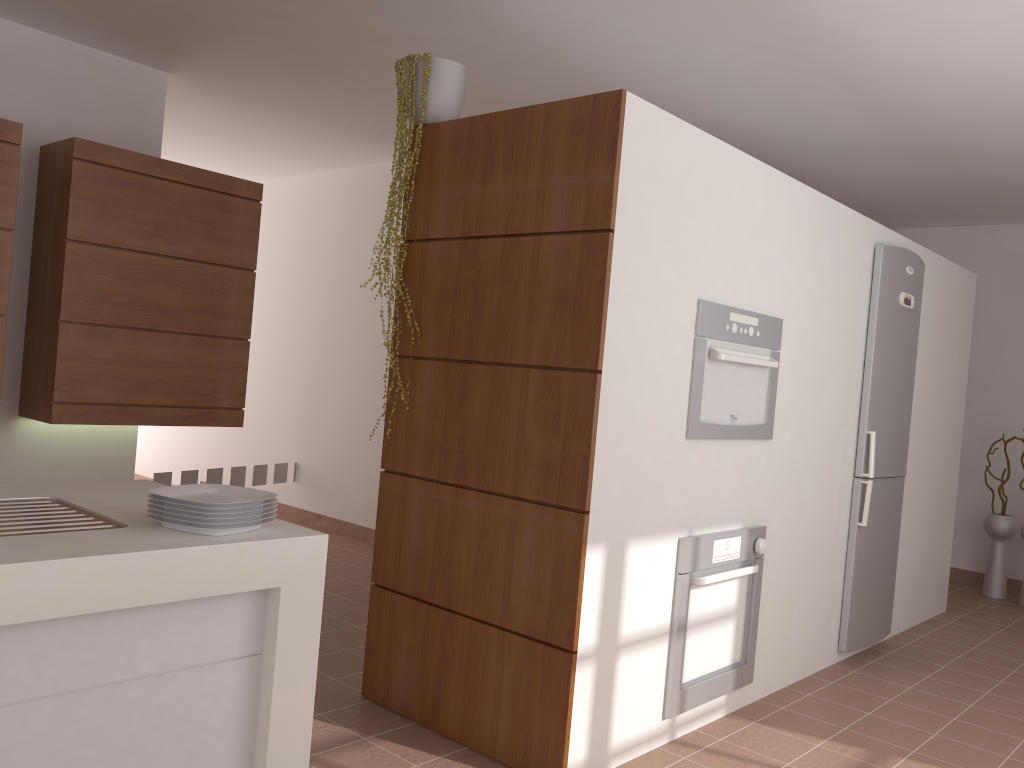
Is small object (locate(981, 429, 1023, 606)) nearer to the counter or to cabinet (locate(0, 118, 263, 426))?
cabinet (locate(0, 118, 263, 426))

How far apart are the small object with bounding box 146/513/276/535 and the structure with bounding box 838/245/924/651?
3.1m

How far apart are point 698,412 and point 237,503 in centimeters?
164cm

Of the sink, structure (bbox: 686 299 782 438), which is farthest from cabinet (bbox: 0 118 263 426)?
structure (bbox: 686 299 782 438)

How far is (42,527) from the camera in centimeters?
172cm

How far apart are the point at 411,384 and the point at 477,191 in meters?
0.7

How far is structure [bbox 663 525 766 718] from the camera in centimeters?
291cm

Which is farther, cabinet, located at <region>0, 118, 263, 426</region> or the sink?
cabinet, located at <region>0, 118, 263, 426</region>

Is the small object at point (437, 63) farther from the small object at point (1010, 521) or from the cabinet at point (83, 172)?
the small object at point (1010, 521)

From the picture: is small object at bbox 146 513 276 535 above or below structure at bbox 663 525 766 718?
above
